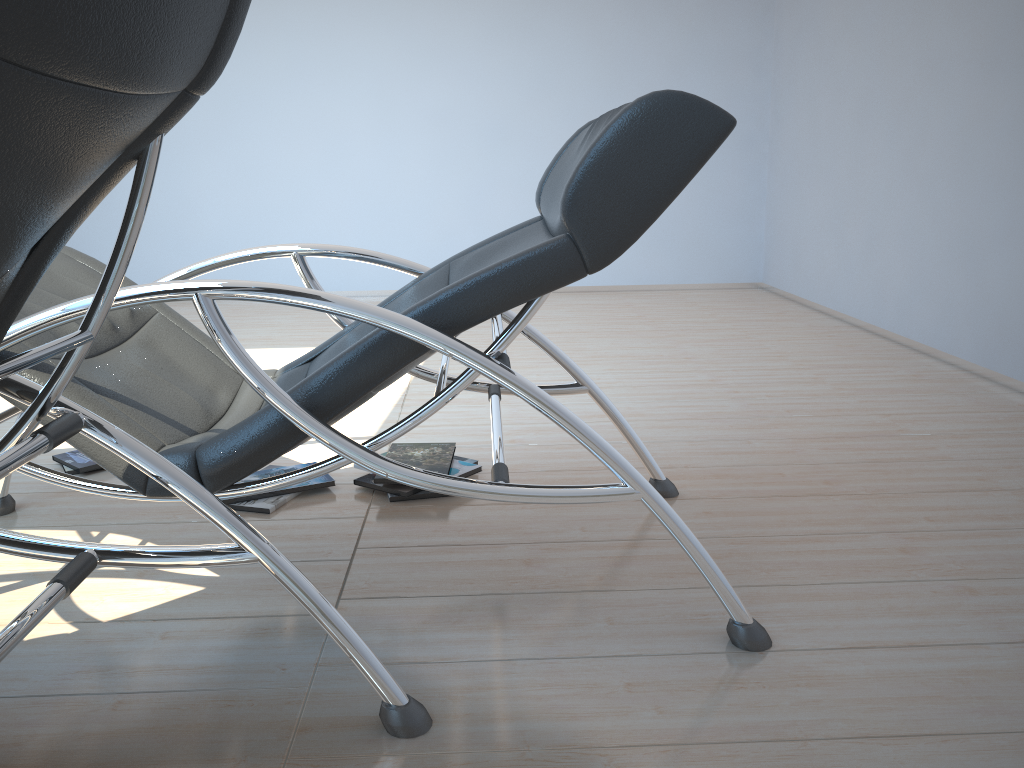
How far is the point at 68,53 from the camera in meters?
0.7

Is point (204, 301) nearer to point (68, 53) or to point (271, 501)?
point (68, 53)

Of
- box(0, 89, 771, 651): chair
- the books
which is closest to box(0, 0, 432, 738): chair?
box(0, 89, 771, 651): chair

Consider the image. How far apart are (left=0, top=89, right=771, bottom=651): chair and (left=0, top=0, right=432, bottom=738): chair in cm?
21

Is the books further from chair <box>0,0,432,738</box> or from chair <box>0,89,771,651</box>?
chair <box>0,0,432,738</box>

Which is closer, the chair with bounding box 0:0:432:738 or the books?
the chair with bounding box 0:0:432:738

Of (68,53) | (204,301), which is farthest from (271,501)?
(68,53)

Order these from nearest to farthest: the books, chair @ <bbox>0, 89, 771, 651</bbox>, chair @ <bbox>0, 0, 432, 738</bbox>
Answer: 1. chair @ <bbox>0, 0, 432, 738</bbox>
2. chair @ <bbox>0, 89, 771, 651</bbox>
3. the books

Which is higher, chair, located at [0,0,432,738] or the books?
chair, located at [0,0,432,738]

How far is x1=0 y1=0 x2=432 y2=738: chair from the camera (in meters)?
0.70
